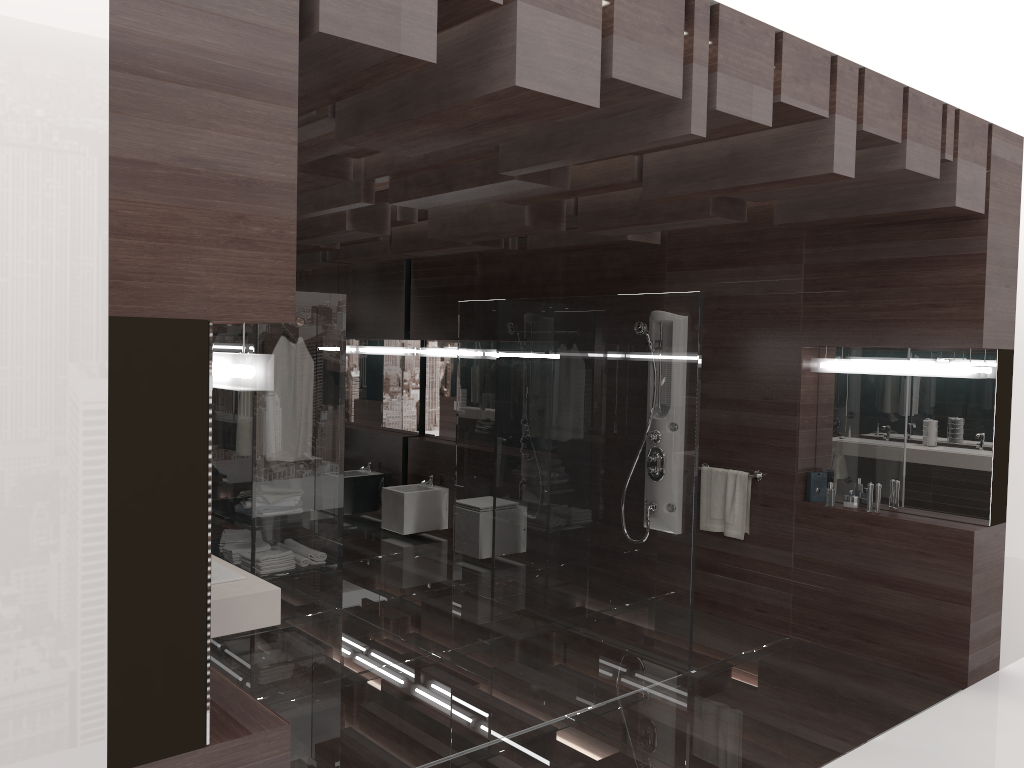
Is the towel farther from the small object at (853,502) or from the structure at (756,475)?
the small object at (853,502)

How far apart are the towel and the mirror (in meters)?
0.43

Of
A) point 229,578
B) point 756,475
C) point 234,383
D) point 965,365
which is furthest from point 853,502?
point 234,383

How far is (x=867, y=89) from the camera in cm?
358

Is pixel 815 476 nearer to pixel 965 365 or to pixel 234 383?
pixel 965 365

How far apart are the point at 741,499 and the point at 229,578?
3.27m

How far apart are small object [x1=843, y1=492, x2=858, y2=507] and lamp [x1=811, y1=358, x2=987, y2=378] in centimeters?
72cm

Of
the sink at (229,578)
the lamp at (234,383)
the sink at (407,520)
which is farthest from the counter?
the sink at (407,520)

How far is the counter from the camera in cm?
302

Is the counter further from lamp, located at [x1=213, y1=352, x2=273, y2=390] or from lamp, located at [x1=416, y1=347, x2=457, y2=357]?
lamp, located at [x1=416, y1=347, x2=457, y2=357]
